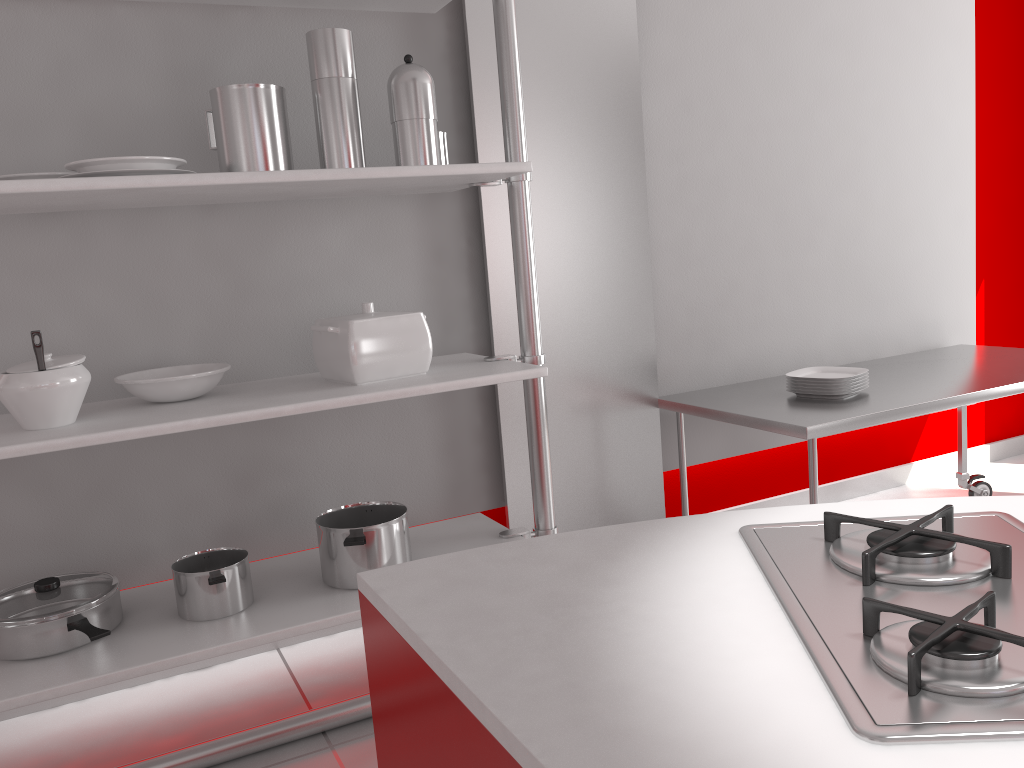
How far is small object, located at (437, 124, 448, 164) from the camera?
2.33m

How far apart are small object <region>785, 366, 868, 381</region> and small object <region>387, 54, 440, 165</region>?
1.4m

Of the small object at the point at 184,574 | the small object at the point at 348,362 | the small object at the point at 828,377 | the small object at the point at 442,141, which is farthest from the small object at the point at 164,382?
the small object at the point at 828,377

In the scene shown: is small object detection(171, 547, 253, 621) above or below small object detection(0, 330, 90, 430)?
below

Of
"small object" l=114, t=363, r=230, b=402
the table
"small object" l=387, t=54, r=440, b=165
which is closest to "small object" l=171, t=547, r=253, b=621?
"small object" l=114, t=363, r=230, b=402

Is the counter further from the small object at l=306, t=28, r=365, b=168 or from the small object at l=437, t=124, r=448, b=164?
the small object at l=437, t=124, r=448, b=164

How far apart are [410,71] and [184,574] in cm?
130

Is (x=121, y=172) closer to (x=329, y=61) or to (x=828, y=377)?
(x=329, y=61)

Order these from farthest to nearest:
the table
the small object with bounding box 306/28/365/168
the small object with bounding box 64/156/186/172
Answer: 1. the table
2. the small object with bounding box 306/28/365/168
3. the small object with bounding box 64/156/186/172

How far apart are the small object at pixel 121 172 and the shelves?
0.0 meters
